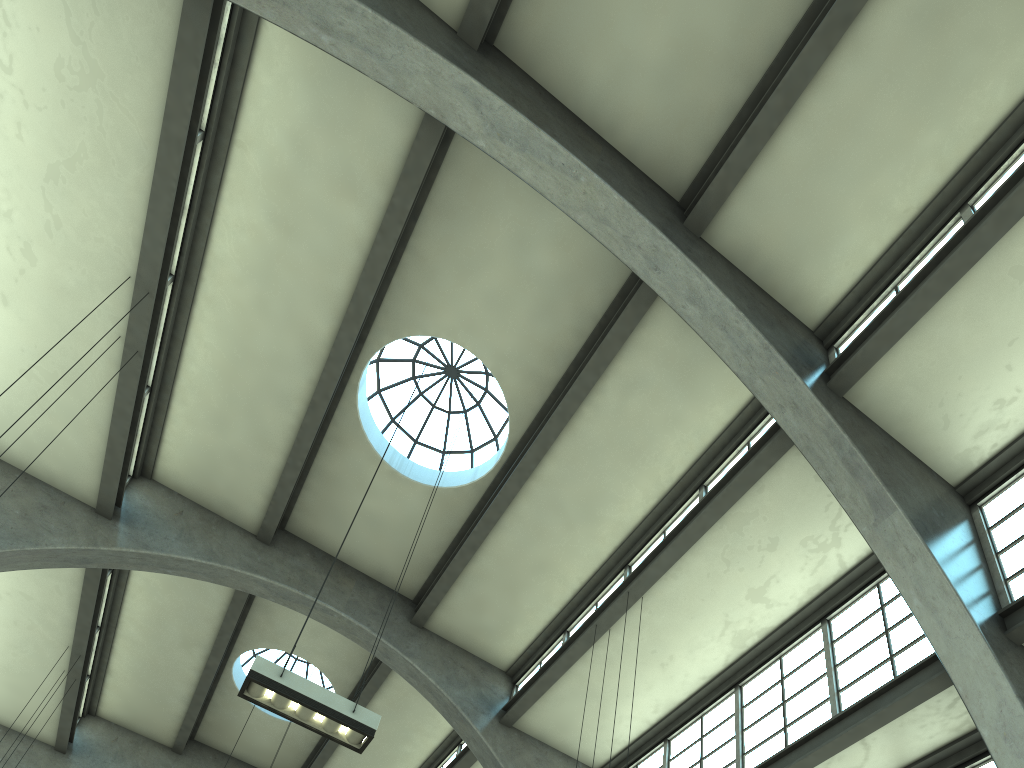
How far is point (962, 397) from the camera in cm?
1032

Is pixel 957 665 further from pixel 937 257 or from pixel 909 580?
pixel 937 257

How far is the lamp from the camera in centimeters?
819cm

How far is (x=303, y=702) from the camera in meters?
8.2 m

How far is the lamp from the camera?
8.2 meters
